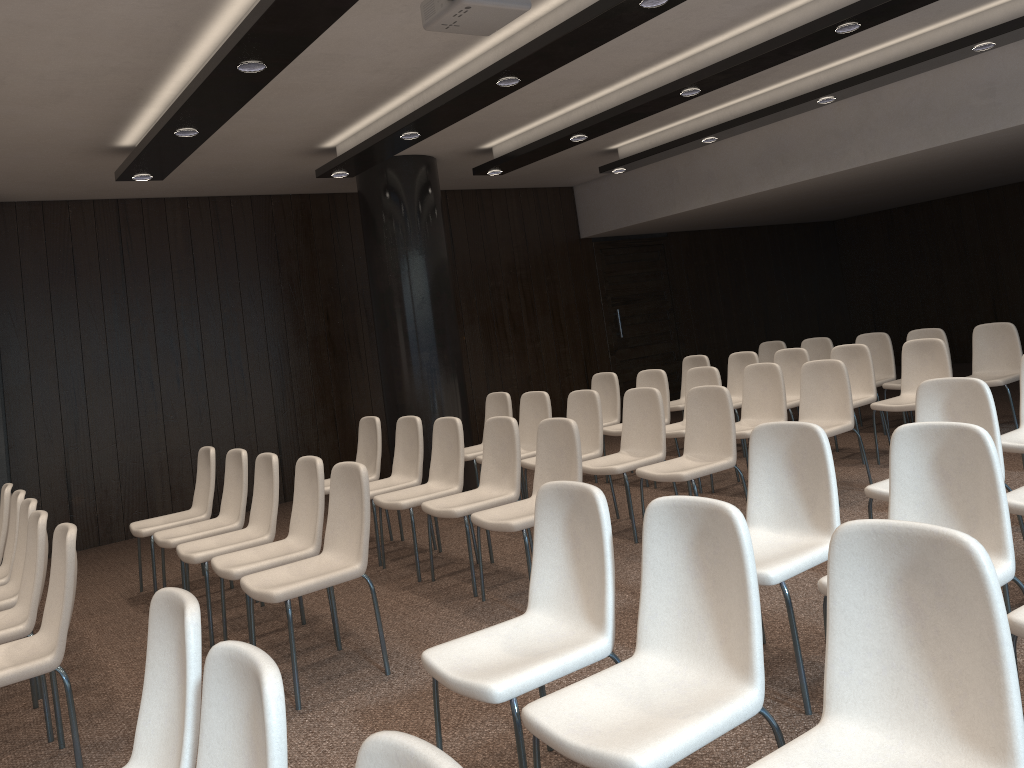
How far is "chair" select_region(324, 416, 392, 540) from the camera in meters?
6.7 m

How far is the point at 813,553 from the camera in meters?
3.3

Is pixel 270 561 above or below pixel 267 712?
below

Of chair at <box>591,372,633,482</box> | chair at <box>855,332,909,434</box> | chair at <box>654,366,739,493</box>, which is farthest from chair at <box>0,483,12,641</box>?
chair at <box>855,332,909,434</box>

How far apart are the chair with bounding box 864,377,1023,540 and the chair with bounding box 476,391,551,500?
3.04m

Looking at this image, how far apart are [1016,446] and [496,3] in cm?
348

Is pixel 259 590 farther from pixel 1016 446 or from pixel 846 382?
pixel 846 382

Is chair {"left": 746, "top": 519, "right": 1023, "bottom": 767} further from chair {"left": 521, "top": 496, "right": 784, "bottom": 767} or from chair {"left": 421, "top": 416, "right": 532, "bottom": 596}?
chair {"left": 421, "top": 416, "right": 532, "bottom": 596}

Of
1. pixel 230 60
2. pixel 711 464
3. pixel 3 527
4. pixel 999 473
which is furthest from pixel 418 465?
pixel 999 473

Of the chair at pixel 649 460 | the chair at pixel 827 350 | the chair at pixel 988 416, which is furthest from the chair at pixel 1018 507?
the chair at pixel 827 350
